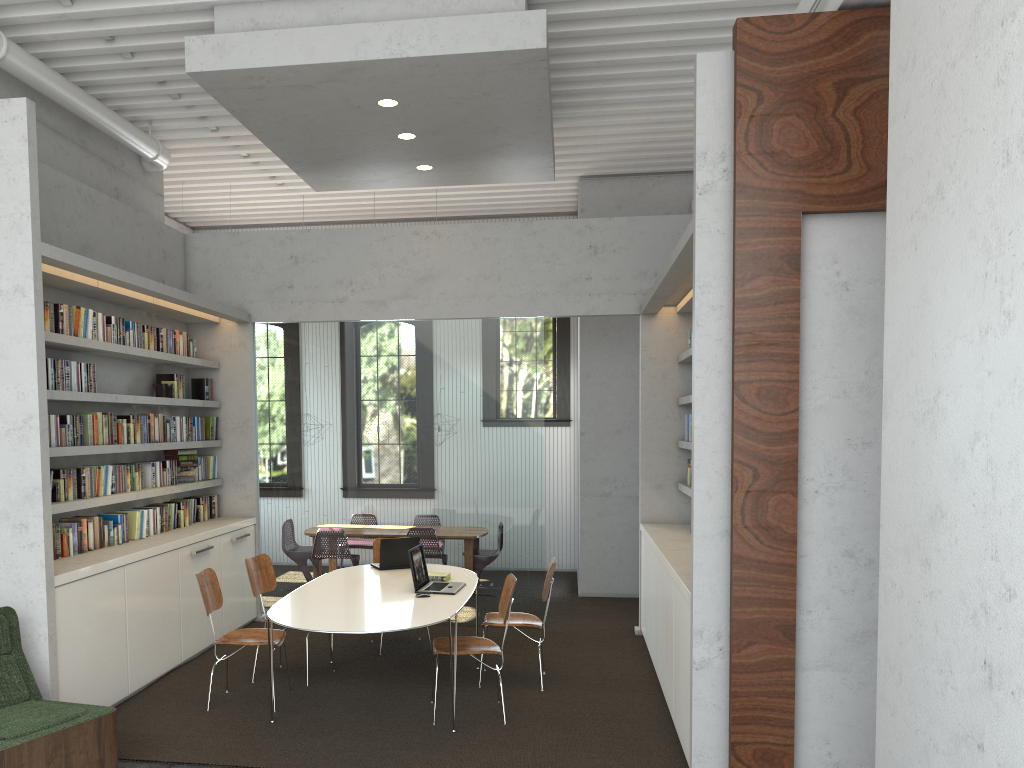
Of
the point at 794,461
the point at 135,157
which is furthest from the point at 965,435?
the point at 135,157

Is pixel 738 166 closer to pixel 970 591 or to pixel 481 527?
pixel 970 591
